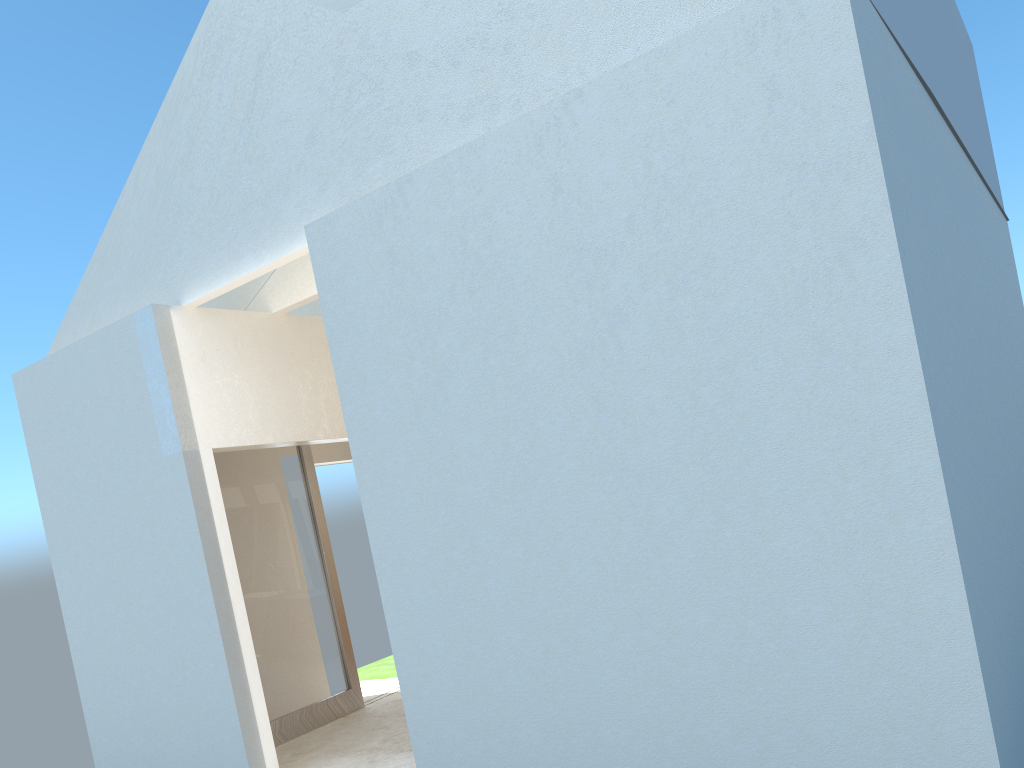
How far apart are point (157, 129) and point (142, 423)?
5.0m

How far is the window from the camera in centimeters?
1732cm

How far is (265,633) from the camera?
17.3m

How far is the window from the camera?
17.3 meters
